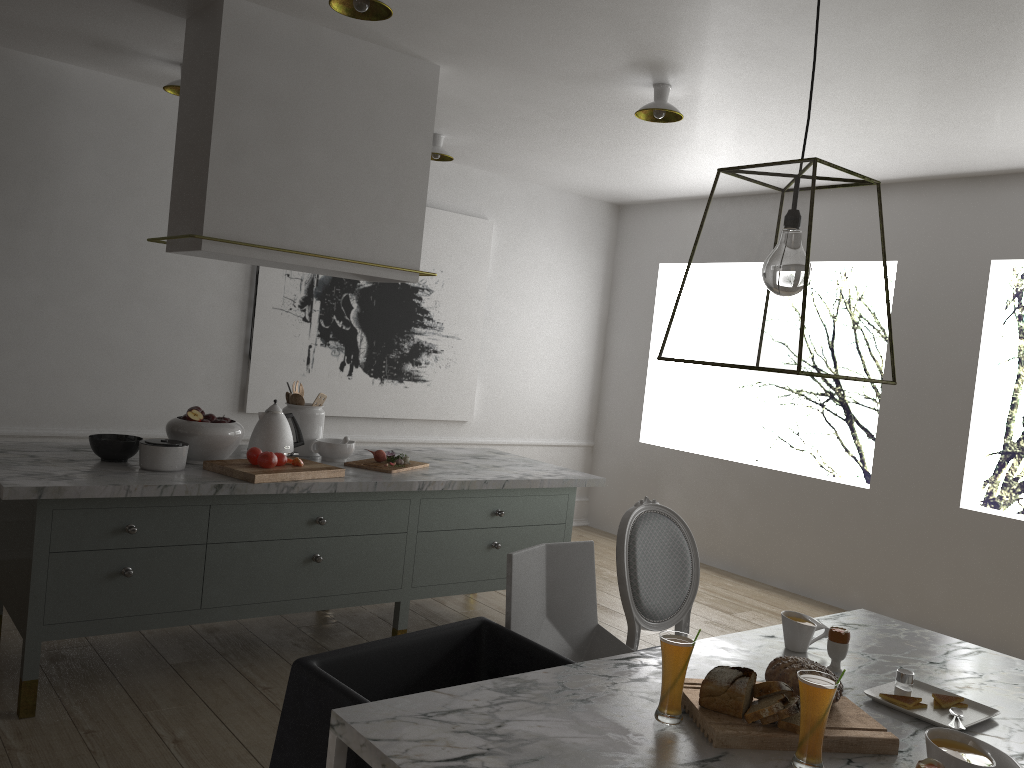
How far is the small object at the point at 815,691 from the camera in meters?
1.5 m

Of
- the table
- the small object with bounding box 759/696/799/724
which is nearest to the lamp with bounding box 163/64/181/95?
the table

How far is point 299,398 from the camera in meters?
3.6

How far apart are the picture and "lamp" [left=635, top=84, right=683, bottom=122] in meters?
2.1 m

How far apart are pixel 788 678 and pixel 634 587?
0.92m

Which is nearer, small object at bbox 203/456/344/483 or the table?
the table

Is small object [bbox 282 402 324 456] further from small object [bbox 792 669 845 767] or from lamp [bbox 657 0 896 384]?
small object [bbox 792 669 845 767]

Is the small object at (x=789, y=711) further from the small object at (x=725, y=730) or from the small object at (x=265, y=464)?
the small object at (x=265, y=464)

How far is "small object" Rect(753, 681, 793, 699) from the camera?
1.69m

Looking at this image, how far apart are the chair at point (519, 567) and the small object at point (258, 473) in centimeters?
107cm
